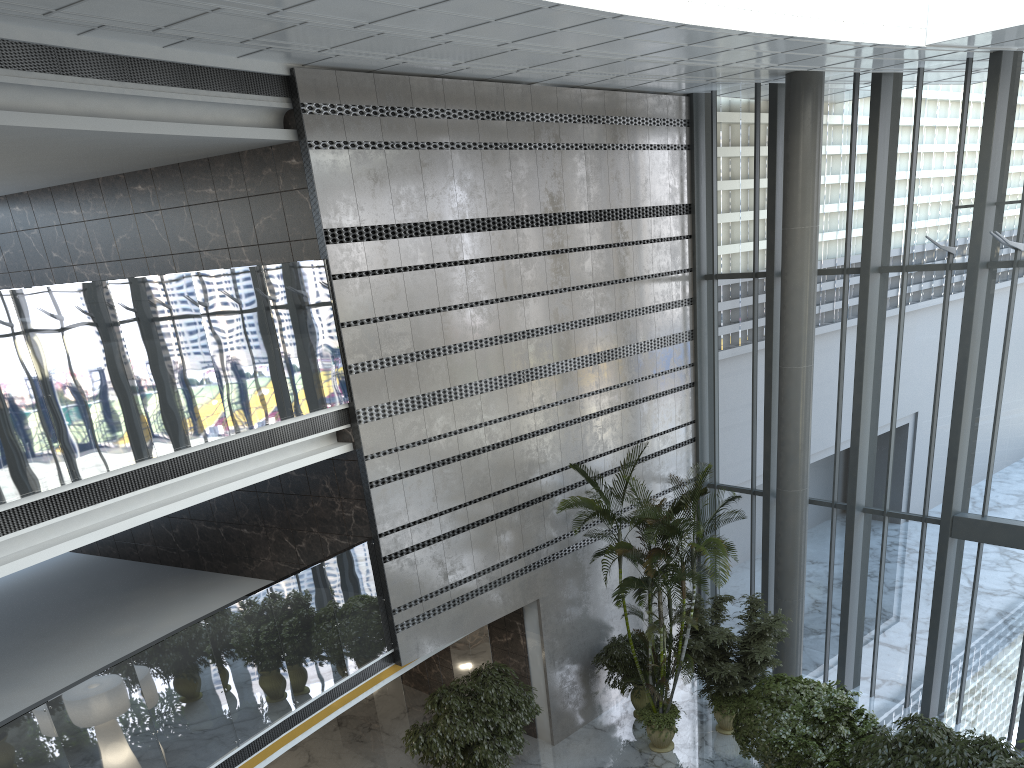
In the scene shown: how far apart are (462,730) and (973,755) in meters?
5.5 m

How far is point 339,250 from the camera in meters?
9.6

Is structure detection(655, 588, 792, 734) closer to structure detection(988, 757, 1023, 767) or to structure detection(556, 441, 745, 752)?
structure detection(556, 441, 745, 752)

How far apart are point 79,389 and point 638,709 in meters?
9.3

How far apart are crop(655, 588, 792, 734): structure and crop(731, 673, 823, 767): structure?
0.2 meters

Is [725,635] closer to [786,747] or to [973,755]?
[786,747]

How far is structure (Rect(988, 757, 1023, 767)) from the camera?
7.4 meters

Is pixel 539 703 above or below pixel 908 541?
below

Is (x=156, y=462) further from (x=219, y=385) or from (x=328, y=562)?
(x=328, y=562)

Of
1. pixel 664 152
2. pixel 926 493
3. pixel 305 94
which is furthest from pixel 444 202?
pixel 926 493
